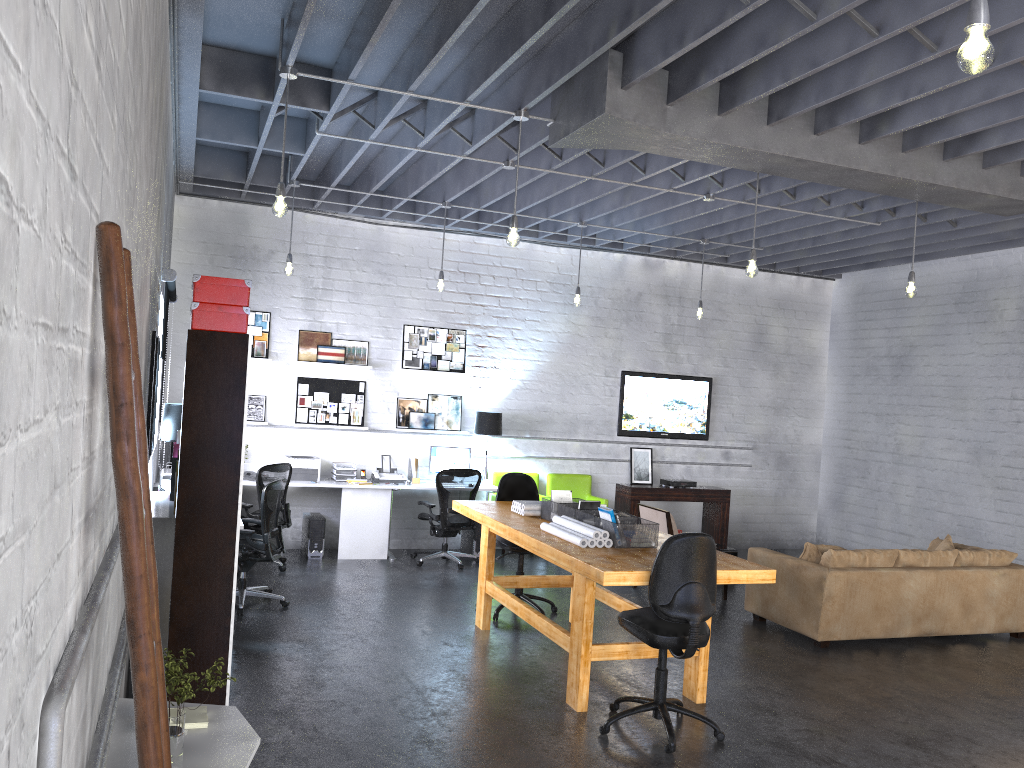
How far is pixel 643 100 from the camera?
5.4m

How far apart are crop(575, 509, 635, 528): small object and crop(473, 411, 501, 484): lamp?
4.1m

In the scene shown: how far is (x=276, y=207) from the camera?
5.24m

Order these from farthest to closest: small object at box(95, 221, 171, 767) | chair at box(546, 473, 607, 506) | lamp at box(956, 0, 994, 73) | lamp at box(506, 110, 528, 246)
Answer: chair at box(546, 473, 607, 506)
lamp at box(506, 110, 528, 246)
lamp at box(956, 0, 994, 73)
small object at box(95, 221, 171, 767)

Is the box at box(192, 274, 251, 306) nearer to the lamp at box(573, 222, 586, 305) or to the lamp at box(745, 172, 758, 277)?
the lamp at box(745, 172, 758, 277)

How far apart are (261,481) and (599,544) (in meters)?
4.04

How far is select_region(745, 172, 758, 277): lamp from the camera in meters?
6.4

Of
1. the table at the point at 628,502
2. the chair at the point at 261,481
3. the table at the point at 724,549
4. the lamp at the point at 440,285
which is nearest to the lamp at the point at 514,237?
the lamp at the point at 440,285

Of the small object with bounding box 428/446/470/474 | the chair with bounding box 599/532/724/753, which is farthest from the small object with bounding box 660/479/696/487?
the chair with bounding box 599/532/724/753

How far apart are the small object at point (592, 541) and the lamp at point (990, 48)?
3.6m
